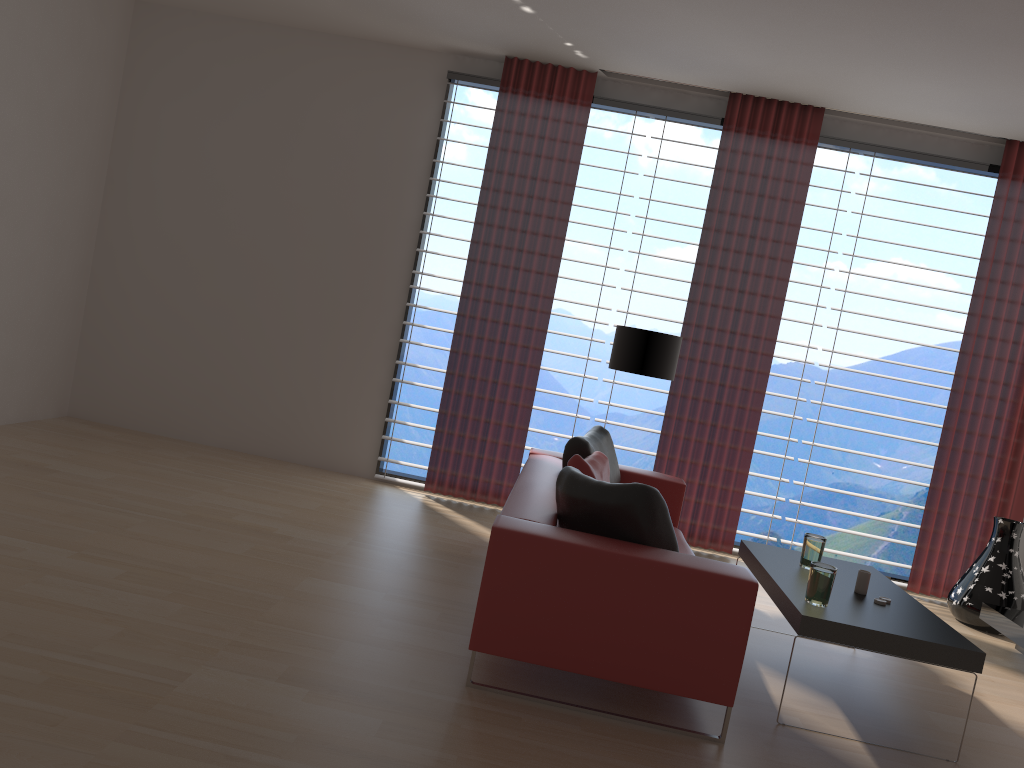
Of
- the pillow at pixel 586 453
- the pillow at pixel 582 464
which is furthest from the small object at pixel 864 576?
the pillow at pixel 586 453

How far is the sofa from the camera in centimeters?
410cm

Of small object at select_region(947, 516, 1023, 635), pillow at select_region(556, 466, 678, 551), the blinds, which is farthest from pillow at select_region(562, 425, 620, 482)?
small object at select_region(947, 516, 1023, 635)

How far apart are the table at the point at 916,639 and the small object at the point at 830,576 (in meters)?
0.04

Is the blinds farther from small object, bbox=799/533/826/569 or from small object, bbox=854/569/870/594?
small object, bbox=854/569/870/594

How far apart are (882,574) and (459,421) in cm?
403

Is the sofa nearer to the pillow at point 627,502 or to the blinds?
the pillow at point 627,502

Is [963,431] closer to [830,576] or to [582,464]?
[830,576]

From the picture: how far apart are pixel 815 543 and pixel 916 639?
1.2 meters

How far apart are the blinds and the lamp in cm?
81
